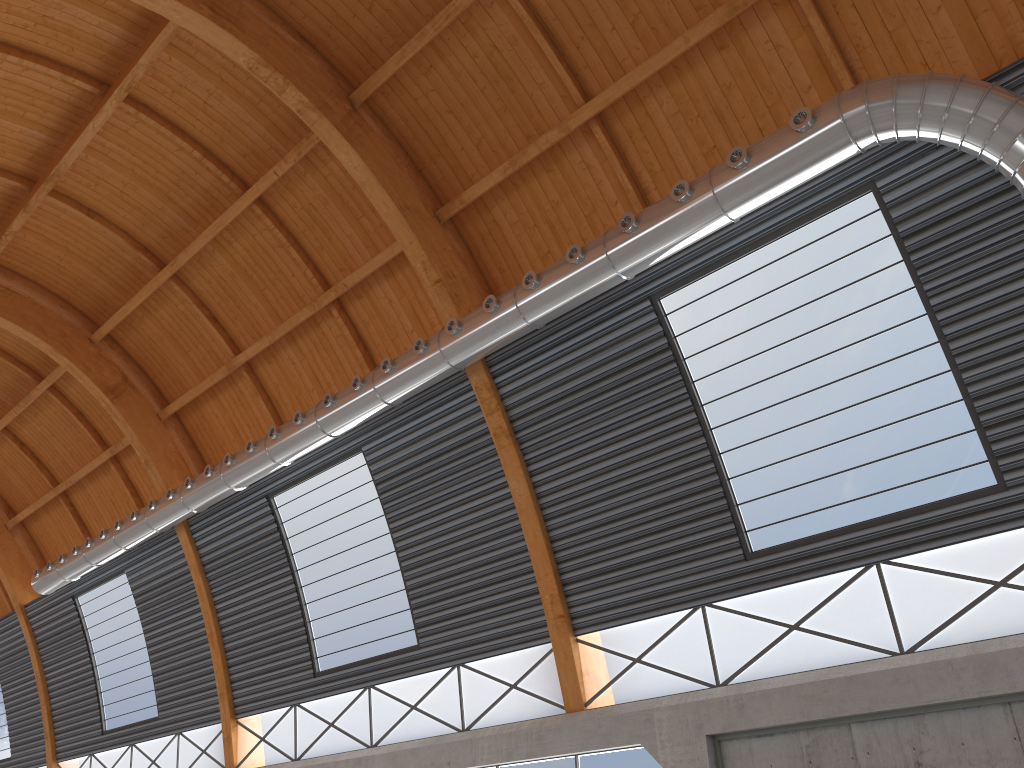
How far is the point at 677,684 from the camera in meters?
20.5 m
